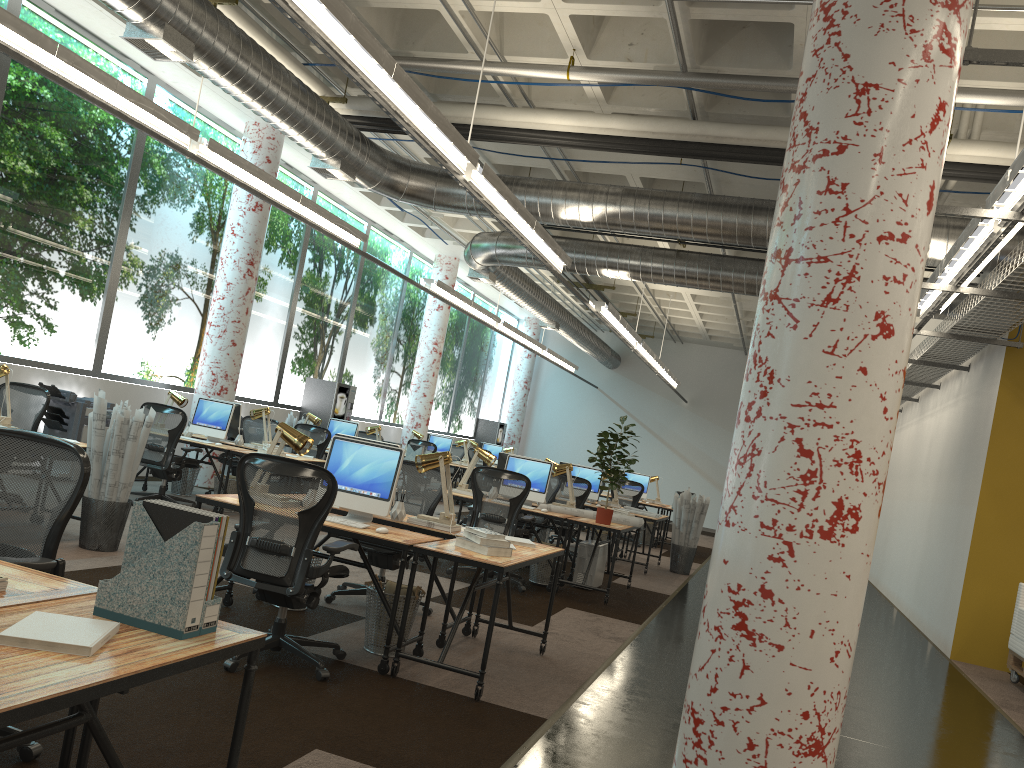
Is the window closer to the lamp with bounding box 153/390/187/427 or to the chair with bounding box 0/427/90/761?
the lamp with bounding box 153/390/187/427

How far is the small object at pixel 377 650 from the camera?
5.1 meters

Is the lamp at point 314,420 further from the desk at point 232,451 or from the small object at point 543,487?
the small object at point 543,487

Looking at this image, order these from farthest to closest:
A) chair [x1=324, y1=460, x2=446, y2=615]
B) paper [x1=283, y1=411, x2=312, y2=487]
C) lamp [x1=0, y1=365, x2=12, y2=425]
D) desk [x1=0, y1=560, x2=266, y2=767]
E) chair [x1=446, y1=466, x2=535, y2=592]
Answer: paper [x1=283, y1=411, x2=312, y2=487] → chair [x1=446, y1=466, x2=535, y2=592] → lamp [x1=0, y1=365, x2=12, y2=425] → chair [x1=324, y1=460, x2=446, y2=615] → desk [x1=0, y1=560, x2=266, y2=767]

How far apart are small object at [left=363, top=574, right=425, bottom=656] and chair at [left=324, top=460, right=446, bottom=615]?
1.0m

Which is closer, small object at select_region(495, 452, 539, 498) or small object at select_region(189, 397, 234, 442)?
small object at select_region(495, 452, 539, 498)

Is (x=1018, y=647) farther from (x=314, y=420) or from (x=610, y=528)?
(x=314, y=420)

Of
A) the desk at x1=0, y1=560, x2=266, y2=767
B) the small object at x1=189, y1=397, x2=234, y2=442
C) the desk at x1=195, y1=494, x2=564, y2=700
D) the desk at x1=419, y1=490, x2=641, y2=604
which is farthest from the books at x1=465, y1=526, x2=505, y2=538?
the small object at x1=189, y1=397, x2=234, y2=442

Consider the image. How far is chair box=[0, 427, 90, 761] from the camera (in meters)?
2.99

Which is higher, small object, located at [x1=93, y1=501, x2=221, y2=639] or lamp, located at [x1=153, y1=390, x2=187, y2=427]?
lamp, located at [x1=153, y1=390, x2=187, y2=427]
